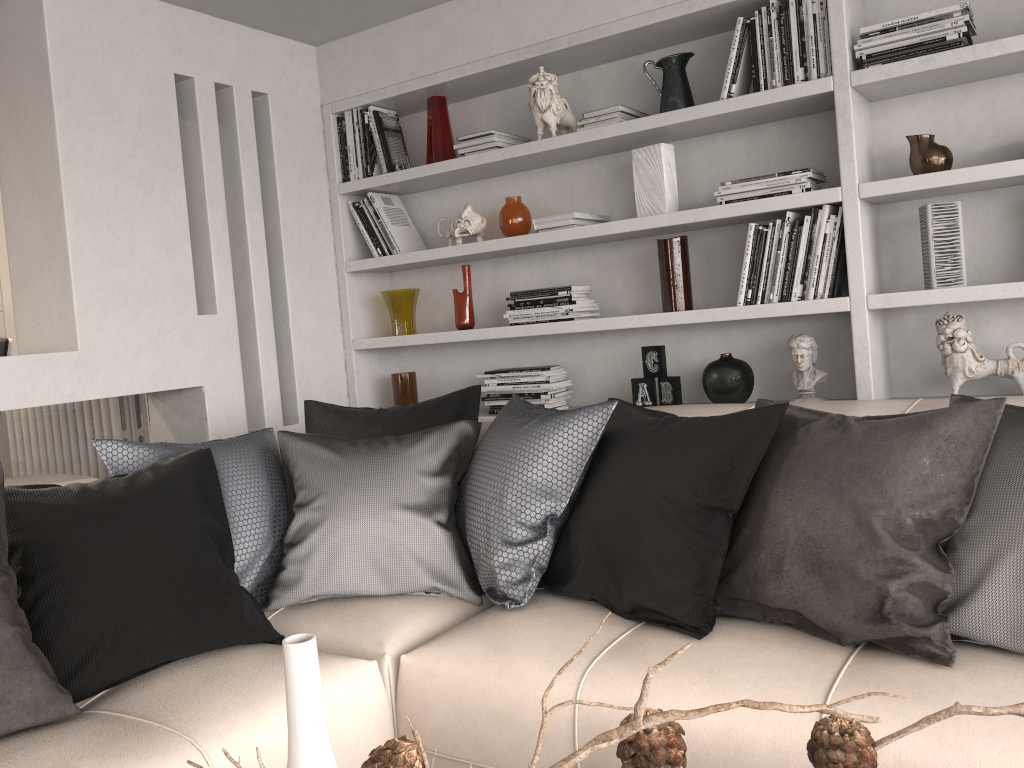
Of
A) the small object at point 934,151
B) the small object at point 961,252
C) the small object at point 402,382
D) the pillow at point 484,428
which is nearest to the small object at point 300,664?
the pillow at point 484,428

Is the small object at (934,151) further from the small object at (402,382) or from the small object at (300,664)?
the small object at (300,664)

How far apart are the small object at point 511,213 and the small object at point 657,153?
0.5 meters

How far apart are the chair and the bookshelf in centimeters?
181cm

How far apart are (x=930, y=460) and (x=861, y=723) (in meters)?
0.56

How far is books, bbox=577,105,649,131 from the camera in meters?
3.1 m

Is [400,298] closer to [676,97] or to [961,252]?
[676,97]

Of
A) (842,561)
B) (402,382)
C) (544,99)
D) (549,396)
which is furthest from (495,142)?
(842,561)

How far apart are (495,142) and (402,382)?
1.1 meters

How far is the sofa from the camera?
1.5 meters
